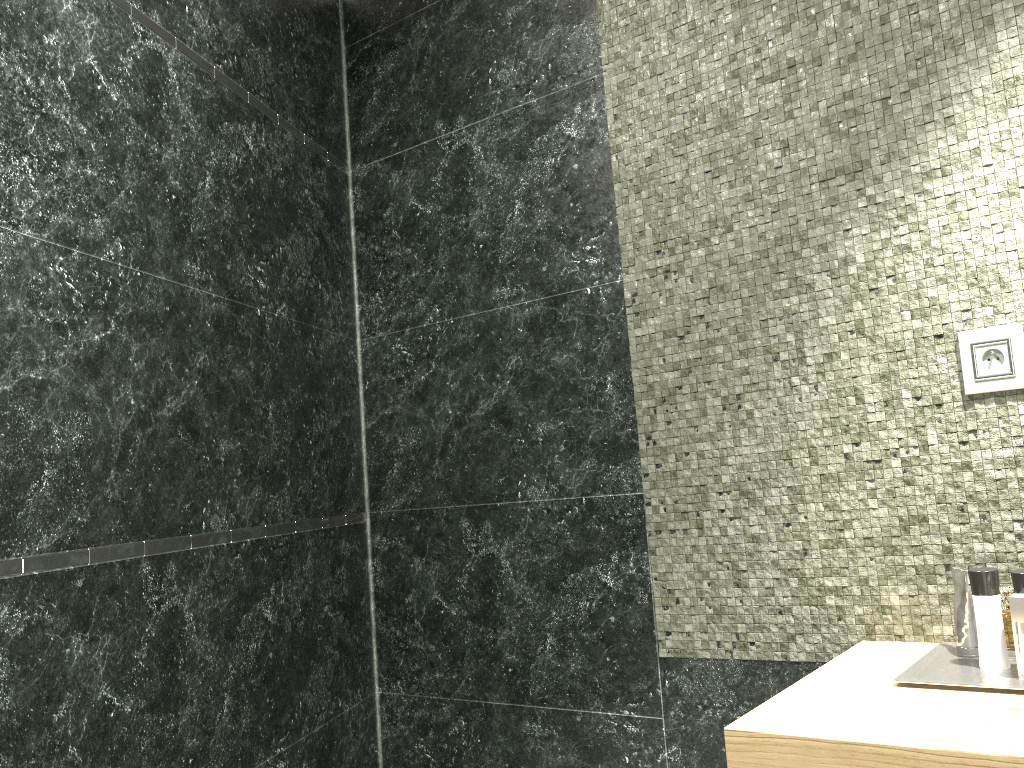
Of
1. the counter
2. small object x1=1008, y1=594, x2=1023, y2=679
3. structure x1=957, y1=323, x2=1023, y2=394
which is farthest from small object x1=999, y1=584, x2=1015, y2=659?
structure x1=957, y1=323, x2=1023, y2=394

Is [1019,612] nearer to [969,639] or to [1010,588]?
[969,639]

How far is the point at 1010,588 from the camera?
7.13m

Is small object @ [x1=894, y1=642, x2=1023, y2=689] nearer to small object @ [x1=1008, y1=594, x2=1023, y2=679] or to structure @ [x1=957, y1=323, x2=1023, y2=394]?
small object @ [x1=1008, y1=594, x2=1023, y2=679]

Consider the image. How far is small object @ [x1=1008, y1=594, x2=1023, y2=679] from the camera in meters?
1.4

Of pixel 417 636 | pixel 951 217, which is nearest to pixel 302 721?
pixel 417 636

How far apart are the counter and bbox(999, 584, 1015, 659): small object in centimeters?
628cm

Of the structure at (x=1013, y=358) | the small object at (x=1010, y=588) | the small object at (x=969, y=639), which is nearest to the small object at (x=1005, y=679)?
the small object at (x=969, y=639)

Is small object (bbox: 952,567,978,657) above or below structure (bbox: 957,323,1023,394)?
below

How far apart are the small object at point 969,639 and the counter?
0.1m
